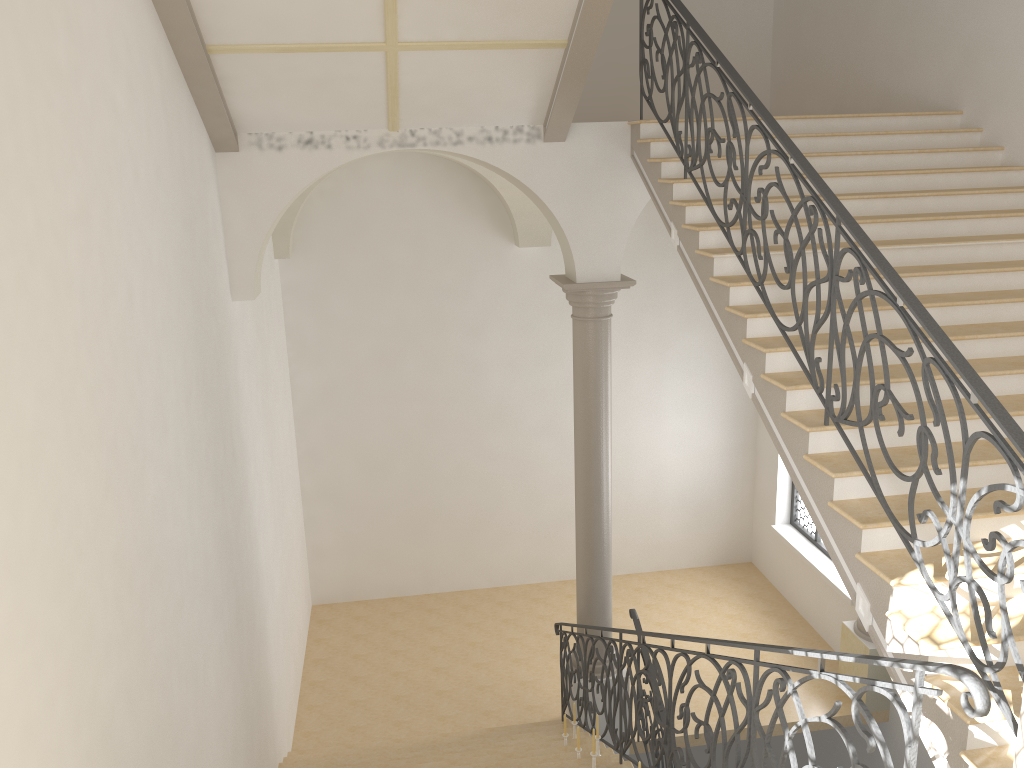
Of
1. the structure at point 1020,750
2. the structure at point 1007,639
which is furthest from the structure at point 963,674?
the structure at point 1007,639

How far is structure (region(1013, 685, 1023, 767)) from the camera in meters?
2.7

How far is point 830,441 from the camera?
4.9m

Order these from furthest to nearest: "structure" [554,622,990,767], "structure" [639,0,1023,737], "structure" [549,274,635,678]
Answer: "structure" [549,274,635,678]
"structure" [639,0,1023,737]
"structure" [554,622,990,767]

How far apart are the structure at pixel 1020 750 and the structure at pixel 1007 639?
0.89m

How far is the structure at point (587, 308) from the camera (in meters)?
8.41

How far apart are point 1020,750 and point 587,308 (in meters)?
6.08

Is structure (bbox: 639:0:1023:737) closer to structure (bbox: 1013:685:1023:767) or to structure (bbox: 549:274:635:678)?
structure (bbox: 1013:685:1023:767)

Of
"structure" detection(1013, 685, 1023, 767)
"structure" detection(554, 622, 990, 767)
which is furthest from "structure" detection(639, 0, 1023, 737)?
"structure" detection(1013, 685, 1023, 767)

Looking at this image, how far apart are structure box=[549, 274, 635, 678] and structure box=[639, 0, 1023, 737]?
1.6m
